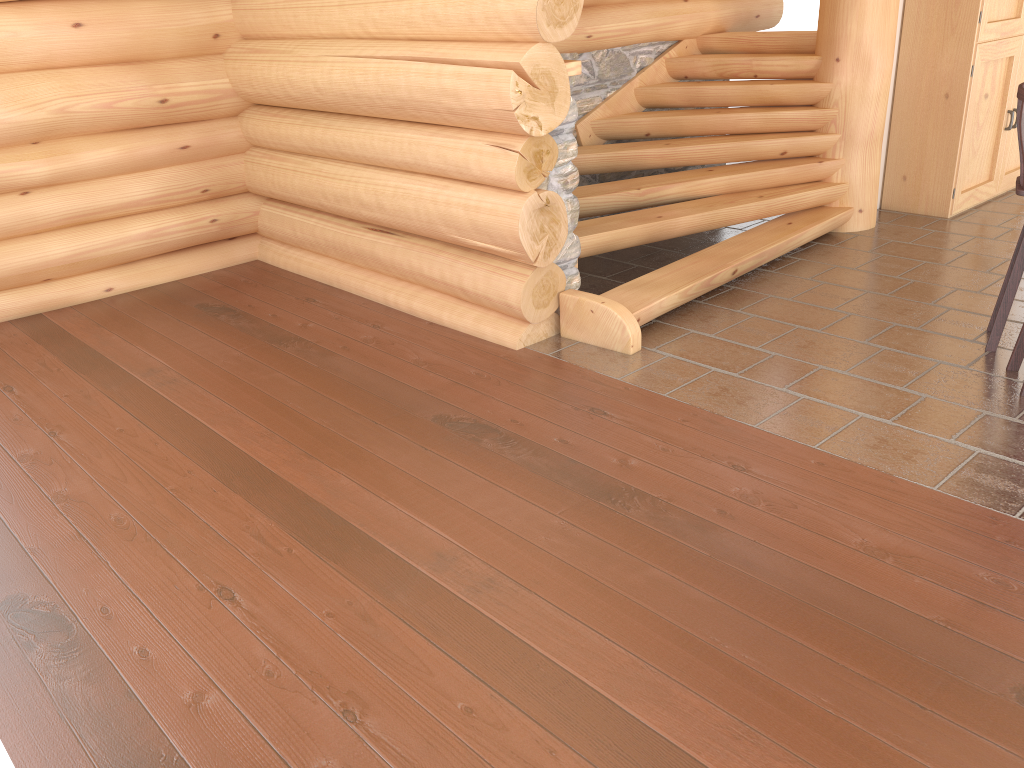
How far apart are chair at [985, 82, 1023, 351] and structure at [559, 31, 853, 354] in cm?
150

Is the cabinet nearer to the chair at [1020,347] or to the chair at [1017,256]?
the chair at [1017,256]

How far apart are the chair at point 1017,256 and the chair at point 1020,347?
0.25m

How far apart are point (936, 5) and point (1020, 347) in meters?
3.7

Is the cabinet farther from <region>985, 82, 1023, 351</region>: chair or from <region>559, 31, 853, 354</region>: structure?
<region>985, 82, 1023, 351</region>: chair

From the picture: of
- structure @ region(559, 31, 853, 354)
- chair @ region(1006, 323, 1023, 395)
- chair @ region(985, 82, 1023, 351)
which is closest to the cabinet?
structure @ region(559, 31, 853, 354)

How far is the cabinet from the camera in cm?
674

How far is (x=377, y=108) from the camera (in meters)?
5.36

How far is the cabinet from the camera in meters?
6.7

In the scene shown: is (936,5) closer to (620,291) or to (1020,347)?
(1020,347)
